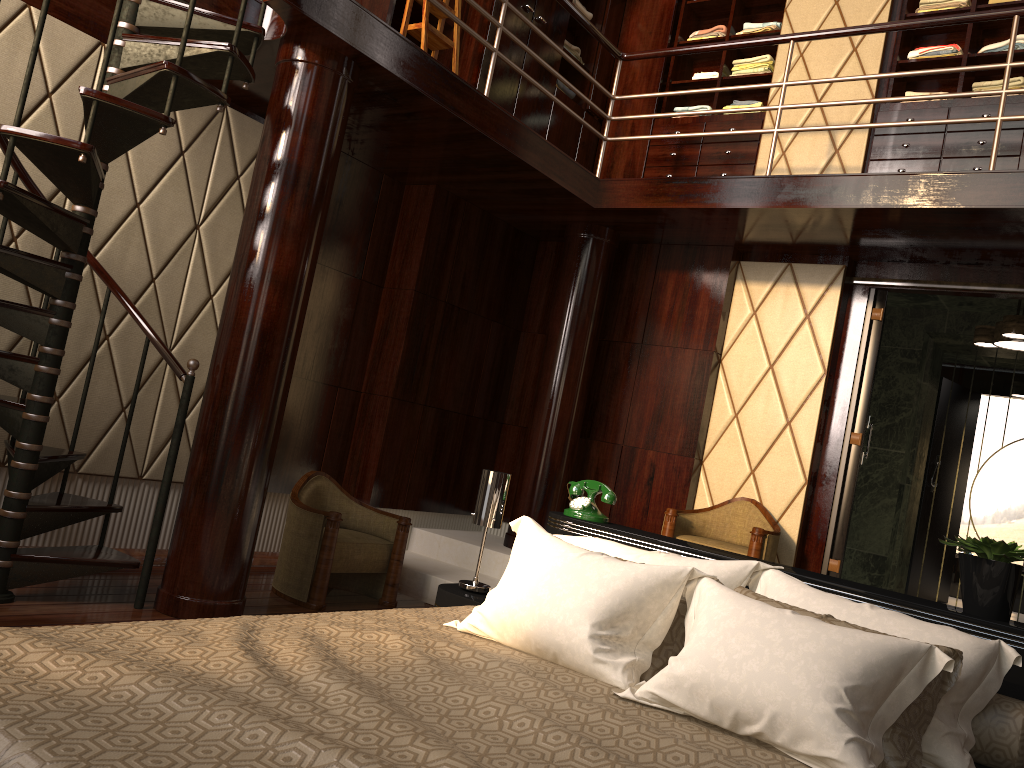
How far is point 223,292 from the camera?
4.2 meters

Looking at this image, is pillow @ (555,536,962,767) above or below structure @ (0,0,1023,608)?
below

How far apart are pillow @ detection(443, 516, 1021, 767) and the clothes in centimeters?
357cm

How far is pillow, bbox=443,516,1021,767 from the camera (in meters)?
1.64

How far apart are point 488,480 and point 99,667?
1.60m

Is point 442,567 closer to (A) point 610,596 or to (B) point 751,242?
(B) point 751,242

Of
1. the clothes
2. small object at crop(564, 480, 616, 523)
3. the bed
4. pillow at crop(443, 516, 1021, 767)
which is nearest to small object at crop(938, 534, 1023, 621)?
the bed

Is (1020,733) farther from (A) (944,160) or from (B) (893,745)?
(A) (944,160)

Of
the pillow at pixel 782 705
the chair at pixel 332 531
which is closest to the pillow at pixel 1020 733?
the pillow at pixel 782 705

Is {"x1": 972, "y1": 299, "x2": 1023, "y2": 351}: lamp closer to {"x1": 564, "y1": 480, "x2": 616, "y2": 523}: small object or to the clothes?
the clothes
